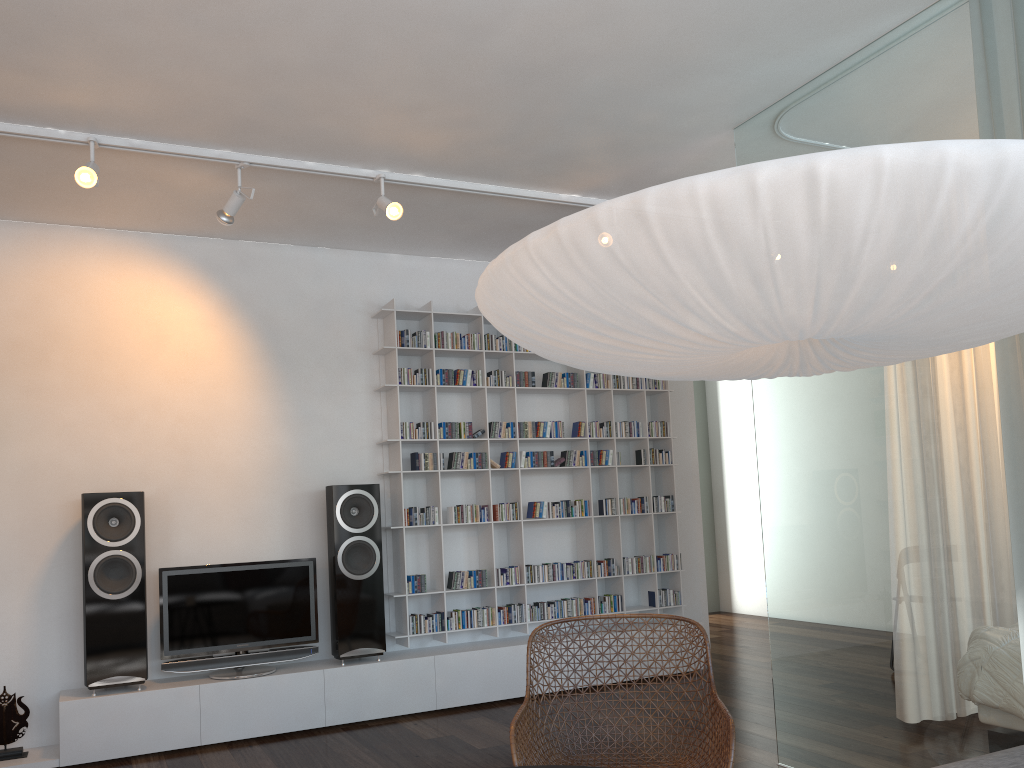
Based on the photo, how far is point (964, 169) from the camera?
1.34m

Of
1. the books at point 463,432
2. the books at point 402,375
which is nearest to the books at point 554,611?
the books at point 463,432

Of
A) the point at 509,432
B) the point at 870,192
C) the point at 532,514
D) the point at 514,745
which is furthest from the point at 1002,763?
the point at 509,432

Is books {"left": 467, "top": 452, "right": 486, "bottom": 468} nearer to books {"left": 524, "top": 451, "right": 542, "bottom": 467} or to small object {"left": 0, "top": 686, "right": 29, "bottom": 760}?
books {"left": 524, "top": 451, "right": 542, "bottom": 467}

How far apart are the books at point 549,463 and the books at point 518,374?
0.5 meters

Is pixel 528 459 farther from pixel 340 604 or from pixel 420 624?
pixel 340 604

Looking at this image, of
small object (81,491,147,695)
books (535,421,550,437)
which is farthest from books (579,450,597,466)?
small object (81,491,147,695)

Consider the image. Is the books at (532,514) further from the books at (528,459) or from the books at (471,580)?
the books at (471,580)

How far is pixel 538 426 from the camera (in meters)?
5.67

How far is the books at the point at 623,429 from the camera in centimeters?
595cm
